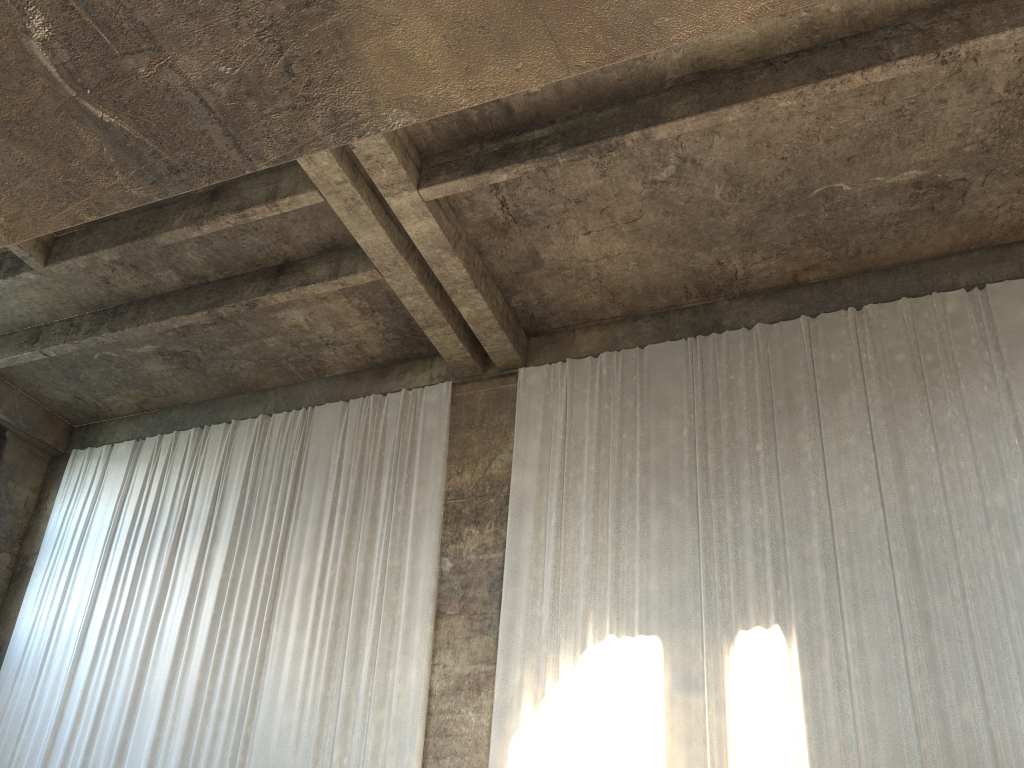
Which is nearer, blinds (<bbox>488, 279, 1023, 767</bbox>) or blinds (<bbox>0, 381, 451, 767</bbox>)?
blinds (<bbox>488, 279, 1023, 767</bbox>)

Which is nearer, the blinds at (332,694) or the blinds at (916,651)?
the blinds at (916,651)

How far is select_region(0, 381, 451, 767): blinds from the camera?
11.3 meters

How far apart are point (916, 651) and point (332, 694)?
6.98m

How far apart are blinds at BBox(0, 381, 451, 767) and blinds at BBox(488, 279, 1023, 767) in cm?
99

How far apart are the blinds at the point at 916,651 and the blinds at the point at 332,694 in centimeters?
99cm

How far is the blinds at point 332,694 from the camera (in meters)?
11.32

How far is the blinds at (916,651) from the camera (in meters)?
8.98
